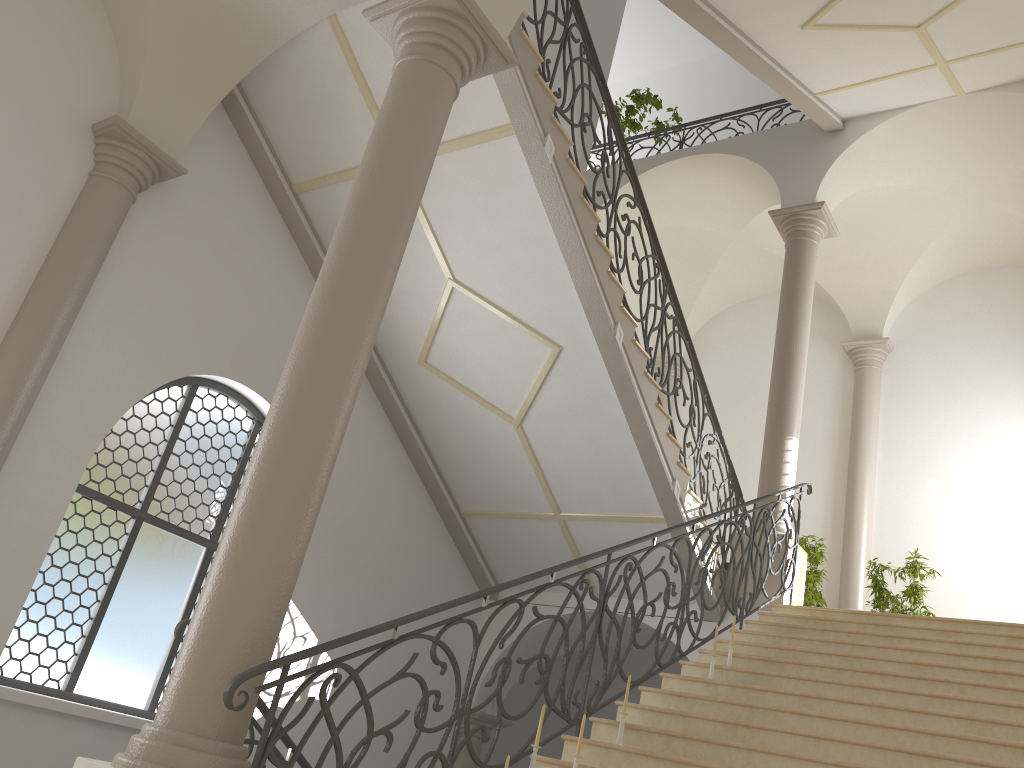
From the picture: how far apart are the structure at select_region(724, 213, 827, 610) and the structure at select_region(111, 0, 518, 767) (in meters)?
5.78

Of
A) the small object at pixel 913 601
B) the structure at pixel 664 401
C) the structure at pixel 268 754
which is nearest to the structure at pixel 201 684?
the structure at pixel 268 754

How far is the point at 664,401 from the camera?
14.83m

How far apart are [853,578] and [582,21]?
8.12m

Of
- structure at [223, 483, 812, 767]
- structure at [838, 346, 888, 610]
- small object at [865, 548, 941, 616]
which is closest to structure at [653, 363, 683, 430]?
structure at [838, 346, 888, 610]

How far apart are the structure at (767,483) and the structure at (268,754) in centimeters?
19cm

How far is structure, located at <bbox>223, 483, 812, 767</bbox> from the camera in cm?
349

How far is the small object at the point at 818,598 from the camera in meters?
10.4 m

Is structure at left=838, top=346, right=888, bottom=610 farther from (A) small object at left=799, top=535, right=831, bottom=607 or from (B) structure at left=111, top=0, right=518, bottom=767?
(B) structure at left=111, top=0, right=518, bottom=767

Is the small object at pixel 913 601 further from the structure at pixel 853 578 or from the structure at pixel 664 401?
the structure at pixel 664 401
